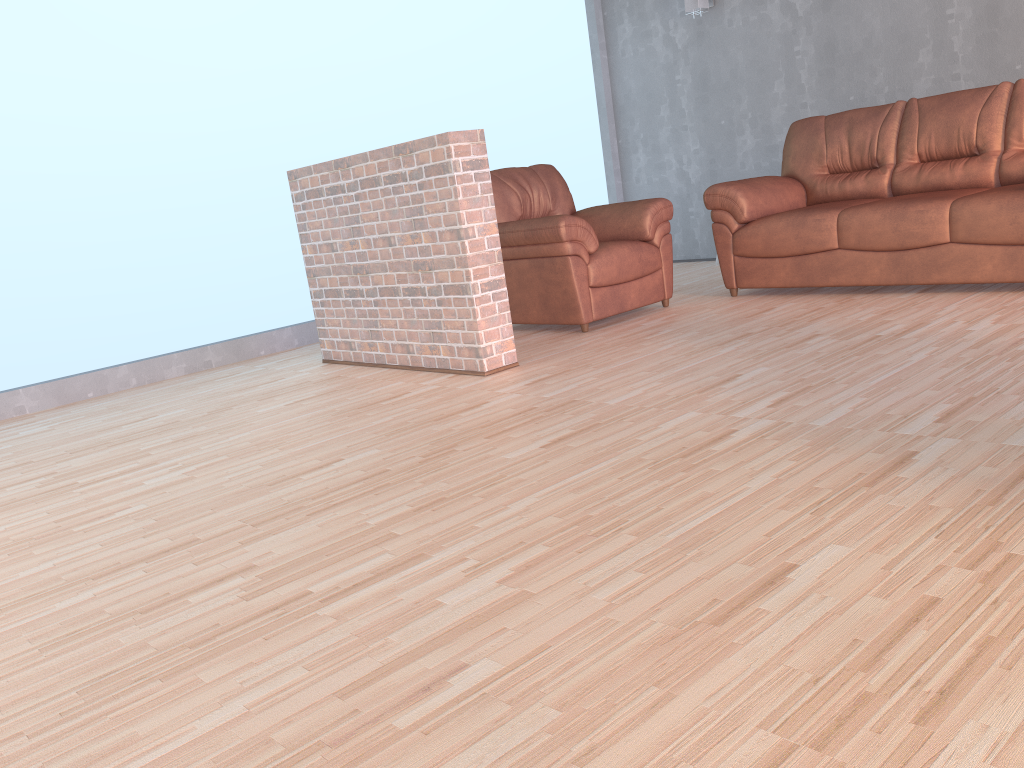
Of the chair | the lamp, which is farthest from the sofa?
the lamp

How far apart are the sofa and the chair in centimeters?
24cm

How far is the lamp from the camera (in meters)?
6.60

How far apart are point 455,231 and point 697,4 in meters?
3.9 m

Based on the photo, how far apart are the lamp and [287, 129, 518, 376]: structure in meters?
3.6 m

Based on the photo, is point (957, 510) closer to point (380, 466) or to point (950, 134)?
point (380, 466)

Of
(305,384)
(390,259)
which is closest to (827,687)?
(390,259)

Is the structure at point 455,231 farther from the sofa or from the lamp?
the lamp

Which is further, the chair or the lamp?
the lamp

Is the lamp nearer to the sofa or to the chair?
the sofa
